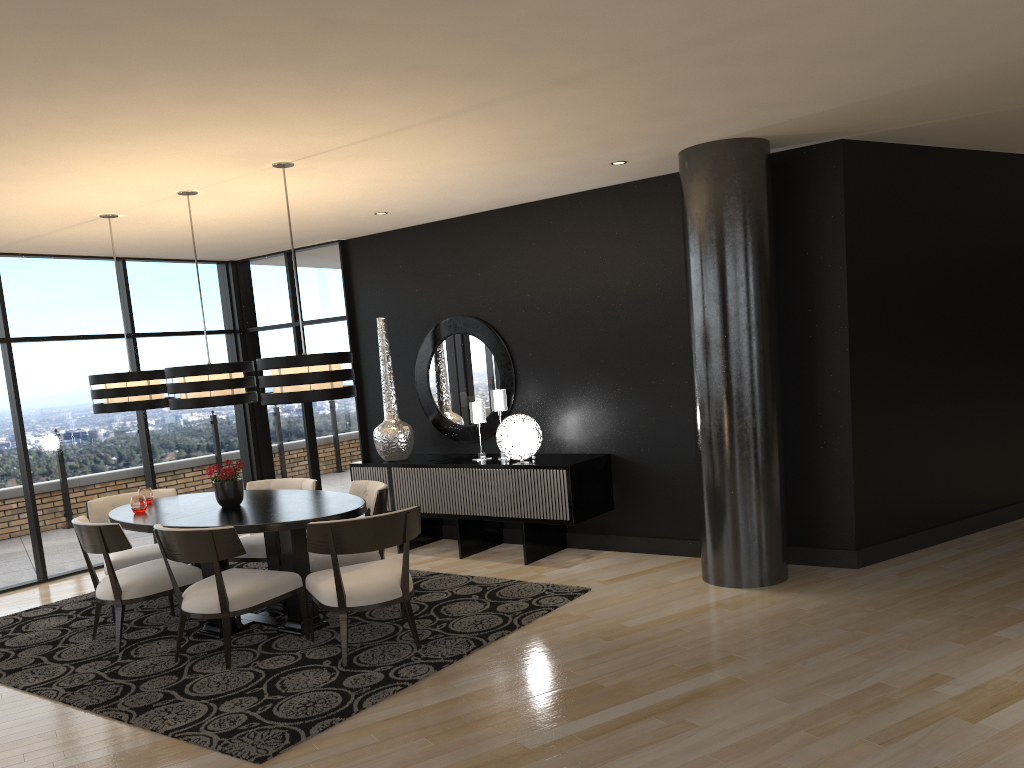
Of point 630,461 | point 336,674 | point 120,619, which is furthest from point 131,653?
point 630,461

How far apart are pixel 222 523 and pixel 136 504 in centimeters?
99cm

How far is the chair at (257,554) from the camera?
6.0 meters

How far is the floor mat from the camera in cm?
400

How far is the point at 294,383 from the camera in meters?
4.8

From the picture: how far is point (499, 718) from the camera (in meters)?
3.80

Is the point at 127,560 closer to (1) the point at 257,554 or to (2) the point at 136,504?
(2) the point at 136,504

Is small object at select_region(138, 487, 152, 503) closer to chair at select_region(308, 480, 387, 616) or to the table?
the table

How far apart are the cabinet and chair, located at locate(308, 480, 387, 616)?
1.00m

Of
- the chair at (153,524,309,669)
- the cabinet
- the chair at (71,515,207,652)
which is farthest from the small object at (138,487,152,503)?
Result: the cabinet
